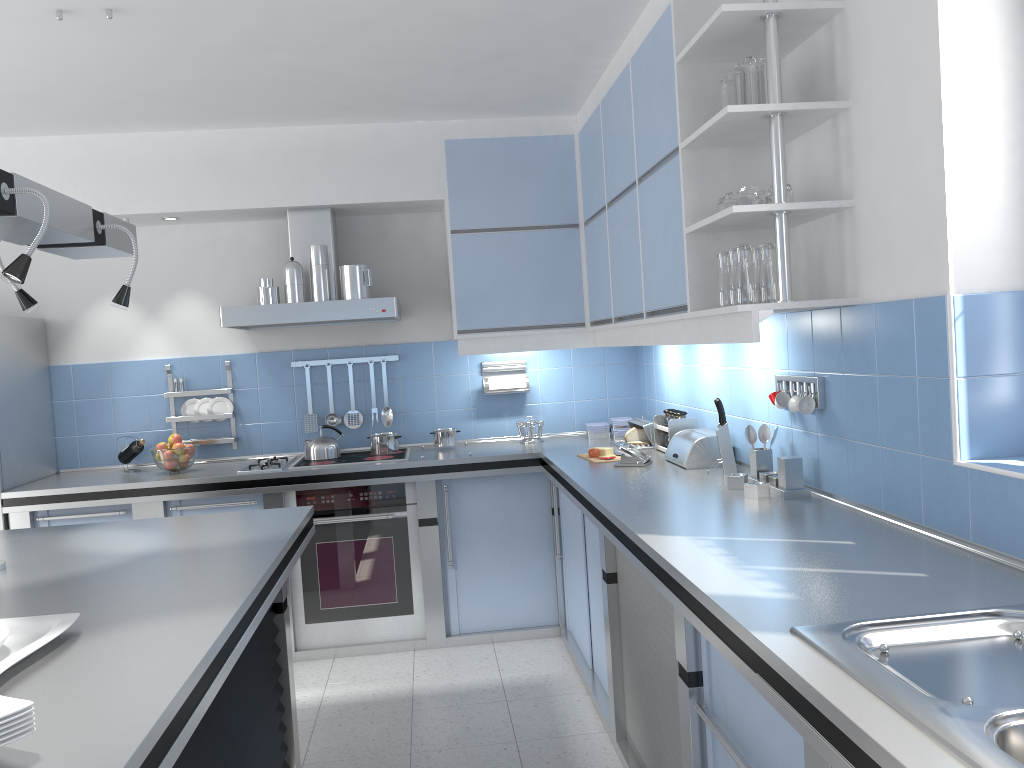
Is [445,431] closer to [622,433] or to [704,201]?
[622,433]

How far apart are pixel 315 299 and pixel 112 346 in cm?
132

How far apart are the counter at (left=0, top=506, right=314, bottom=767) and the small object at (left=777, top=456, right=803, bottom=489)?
1.6m

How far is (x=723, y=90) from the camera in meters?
2.8

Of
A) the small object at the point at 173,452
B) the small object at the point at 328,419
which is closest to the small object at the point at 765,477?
the small object at the point at 328,419

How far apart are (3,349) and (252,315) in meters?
1.2 m

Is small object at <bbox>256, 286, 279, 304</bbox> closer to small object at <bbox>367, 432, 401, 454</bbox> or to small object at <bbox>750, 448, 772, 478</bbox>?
small object at <bbox>367, 432, 401, 454</bbox>

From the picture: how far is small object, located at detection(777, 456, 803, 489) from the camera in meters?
2.8

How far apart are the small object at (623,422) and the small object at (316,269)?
1.66m

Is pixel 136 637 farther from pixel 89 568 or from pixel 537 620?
pixel 537 620
